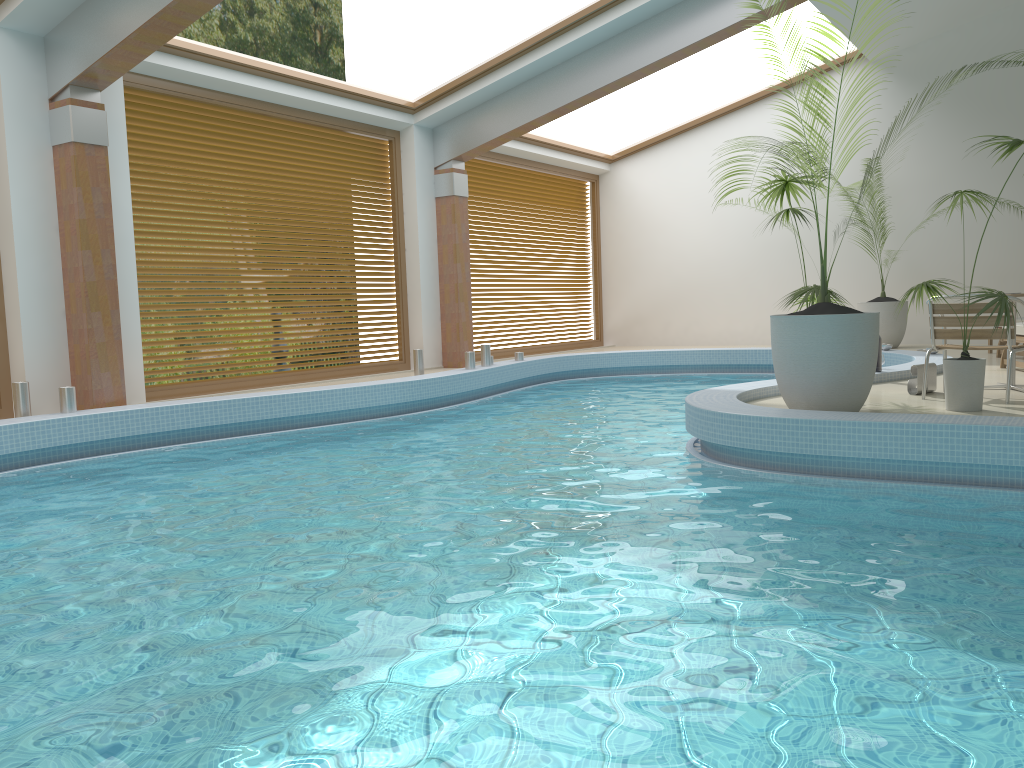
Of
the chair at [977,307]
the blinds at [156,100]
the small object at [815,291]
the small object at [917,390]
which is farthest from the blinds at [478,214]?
the chair at [977,307]

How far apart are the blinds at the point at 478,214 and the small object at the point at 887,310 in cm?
487

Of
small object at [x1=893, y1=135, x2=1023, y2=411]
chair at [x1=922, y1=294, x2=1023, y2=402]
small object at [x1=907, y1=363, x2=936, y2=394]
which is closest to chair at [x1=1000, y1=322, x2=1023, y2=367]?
small object at [x1=907, y1=363, x2=936, y2=394]

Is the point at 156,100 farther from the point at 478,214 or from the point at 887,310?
the point at 887,310

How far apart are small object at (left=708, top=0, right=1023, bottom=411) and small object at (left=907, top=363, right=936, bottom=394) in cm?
133

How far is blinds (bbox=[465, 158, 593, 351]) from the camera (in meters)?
13.04

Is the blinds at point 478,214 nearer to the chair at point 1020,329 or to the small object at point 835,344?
the chair at point 1020,329

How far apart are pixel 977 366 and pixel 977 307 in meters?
0.7

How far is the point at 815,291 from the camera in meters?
6.2 m

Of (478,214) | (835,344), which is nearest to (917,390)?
Result: (835,344)
